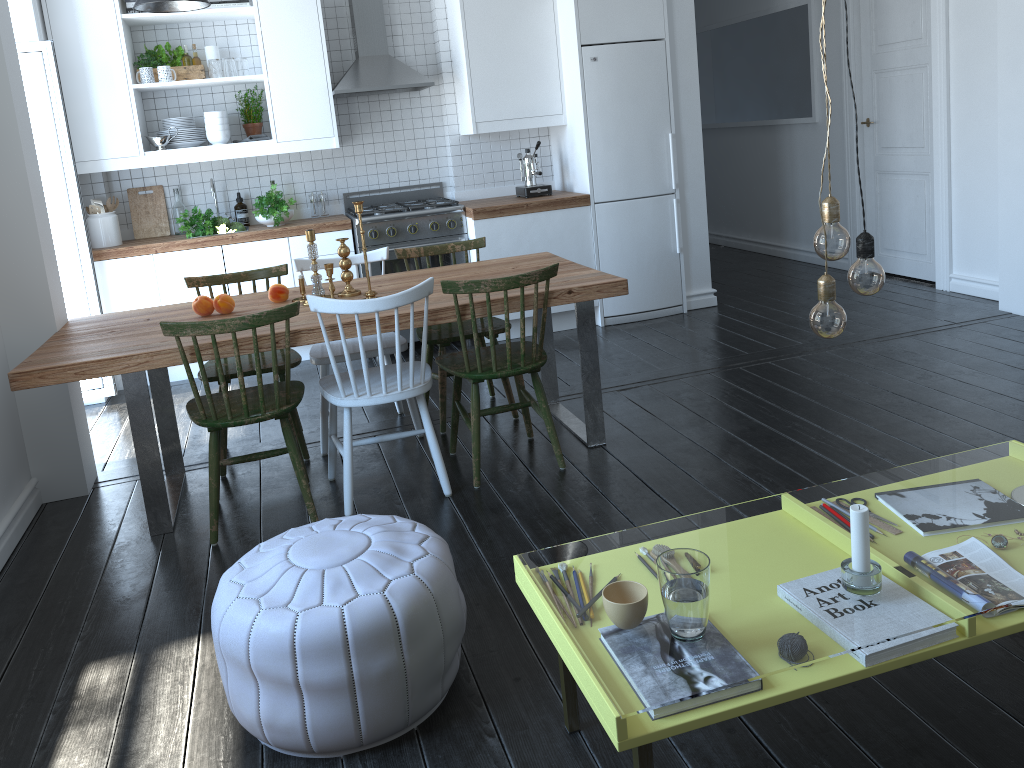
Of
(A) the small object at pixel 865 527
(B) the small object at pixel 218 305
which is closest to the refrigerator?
(B) the small object at pixel 218 305

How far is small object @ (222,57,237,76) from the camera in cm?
525

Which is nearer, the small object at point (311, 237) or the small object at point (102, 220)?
the small object at point (311, 237)

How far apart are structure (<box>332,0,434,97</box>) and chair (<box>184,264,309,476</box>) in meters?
1.7

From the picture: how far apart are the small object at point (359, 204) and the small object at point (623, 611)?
2.1m

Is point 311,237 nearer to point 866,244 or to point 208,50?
point 866,244

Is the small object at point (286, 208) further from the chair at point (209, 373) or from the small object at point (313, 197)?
the chair at point (209, 373)

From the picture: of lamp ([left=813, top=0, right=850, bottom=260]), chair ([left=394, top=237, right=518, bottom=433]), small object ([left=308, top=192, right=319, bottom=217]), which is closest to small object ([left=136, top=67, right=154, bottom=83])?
small object ([left=308, top=192, right=319, bottom=217])

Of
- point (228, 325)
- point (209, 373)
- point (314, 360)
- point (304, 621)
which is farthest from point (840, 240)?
point (209, 373)

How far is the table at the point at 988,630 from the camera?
Result: 1.67m
